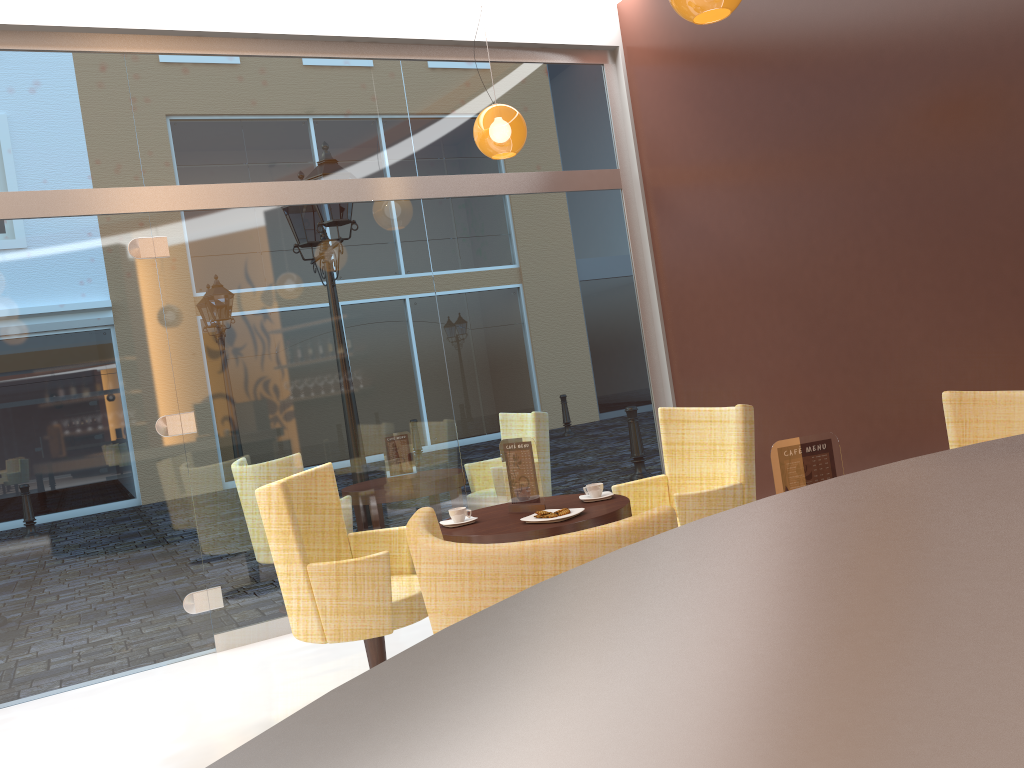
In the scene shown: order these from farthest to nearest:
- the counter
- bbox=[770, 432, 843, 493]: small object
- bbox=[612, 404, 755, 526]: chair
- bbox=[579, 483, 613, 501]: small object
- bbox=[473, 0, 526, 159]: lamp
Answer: bbox=[473, 0, 526, 159]: lamp, bbox=[579, 483, 613, 501]: small object, bbox=[612, 404, 755, 526]: chair, bbox=[770, 432, 843, 493]: small object, the counter

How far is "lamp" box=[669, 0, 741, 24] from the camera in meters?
3.2

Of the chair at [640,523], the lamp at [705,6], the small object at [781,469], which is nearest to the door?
the lamp at [705,6]

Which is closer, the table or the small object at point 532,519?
the table

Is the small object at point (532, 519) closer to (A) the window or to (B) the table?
(B) the table

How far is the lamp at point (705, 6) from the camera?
3.2m

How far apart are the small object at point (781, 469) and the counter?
1.1 meters

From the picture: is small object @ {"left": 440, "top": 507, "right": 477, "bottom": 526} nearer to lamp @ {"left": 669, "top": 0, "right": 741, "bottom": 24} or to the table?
the table

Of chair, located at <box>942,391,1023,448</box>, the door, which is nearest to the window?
the door

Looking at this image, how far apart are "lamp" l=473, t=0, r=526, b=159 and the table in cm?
192
